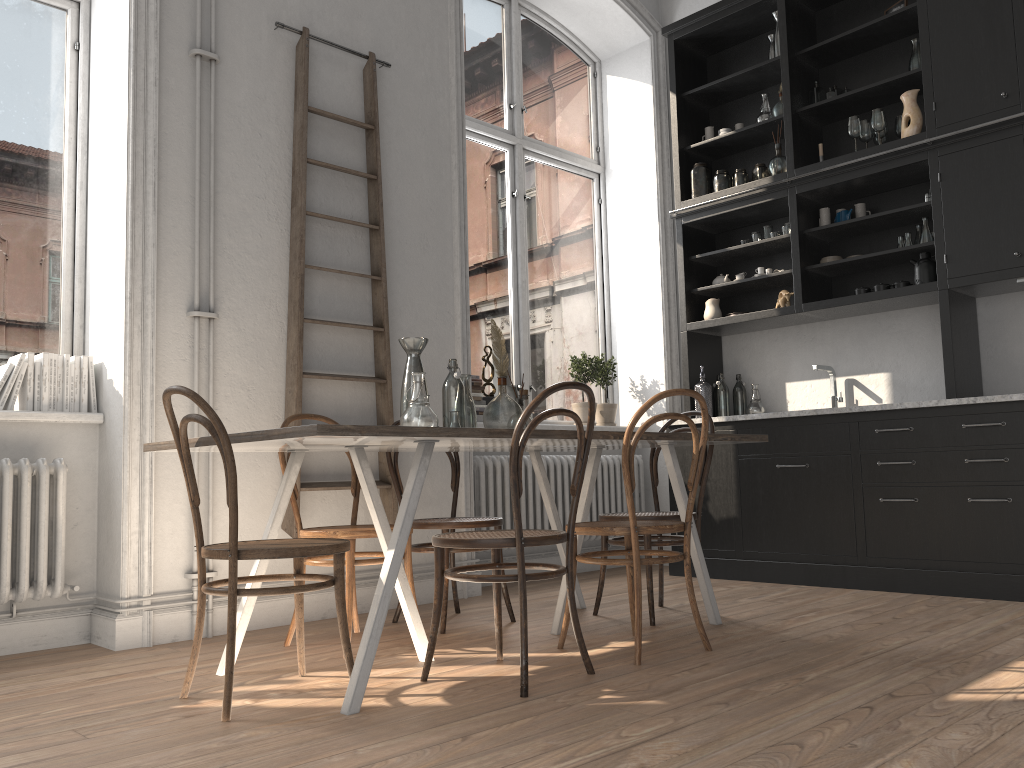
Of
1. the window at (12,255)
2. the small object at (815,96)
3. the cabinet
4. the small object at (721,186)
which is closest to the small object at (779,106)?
the cabinet

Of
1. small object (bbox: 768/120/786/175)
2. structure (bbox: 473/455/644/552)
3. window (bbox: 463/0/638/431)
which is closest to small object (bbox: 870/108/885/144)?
small object (bbox: 768/120/786/175)

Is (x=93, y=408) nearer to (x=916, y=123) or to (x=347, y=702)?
(x=347, y=702)

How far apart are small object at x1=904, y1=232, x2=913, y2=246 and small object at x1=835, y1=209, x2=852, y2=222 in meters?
0.4

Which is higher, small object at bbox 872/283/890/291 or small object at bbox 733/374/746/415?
small object at bbox 872/283/890/291

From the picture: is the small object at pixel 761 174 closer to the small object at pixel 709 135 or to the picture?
the small object at pixel 709 135

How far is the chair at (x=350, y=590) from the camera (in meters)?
3.23

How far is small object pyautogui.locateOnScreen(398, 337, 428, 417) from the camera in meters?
3.3

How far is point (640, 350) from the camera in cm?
629

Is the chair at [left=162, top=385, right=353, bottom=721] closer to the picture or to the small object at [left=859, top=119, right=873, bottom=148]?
the picture
